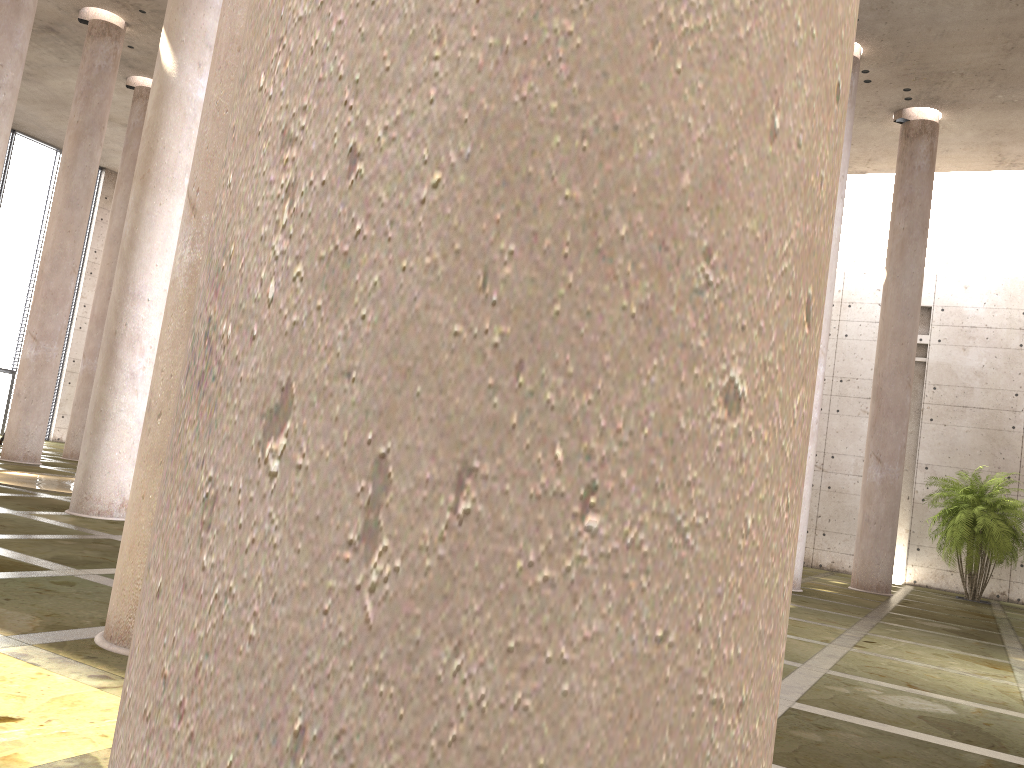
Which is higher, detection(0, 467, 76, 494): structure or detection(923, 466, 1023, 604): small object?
detection(923, 466, 1023, 604): small object

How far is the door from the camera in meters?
30.9 m

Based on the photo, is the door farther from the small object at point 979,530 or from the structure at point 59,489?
the small object at point 979,530

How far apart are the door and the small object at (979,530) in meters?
29.7 m

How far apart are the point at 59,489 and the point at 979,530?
18.82m

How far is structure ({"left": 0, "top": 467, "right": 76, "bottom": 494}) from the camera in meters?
14.8

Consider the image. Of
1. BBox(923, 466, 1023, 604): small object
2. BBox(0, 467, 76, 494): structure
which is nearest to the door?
BBox(0, 467, 76, 494): structure

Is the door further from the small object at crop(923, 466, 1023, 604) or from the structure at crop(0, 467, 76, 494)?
the small object at crop(923, 466, 1023, 604)

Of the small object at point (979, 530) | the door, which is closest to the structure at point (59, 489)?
the door

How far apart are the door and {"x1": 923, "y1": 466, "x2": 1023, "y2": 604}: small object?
29.7 meters
